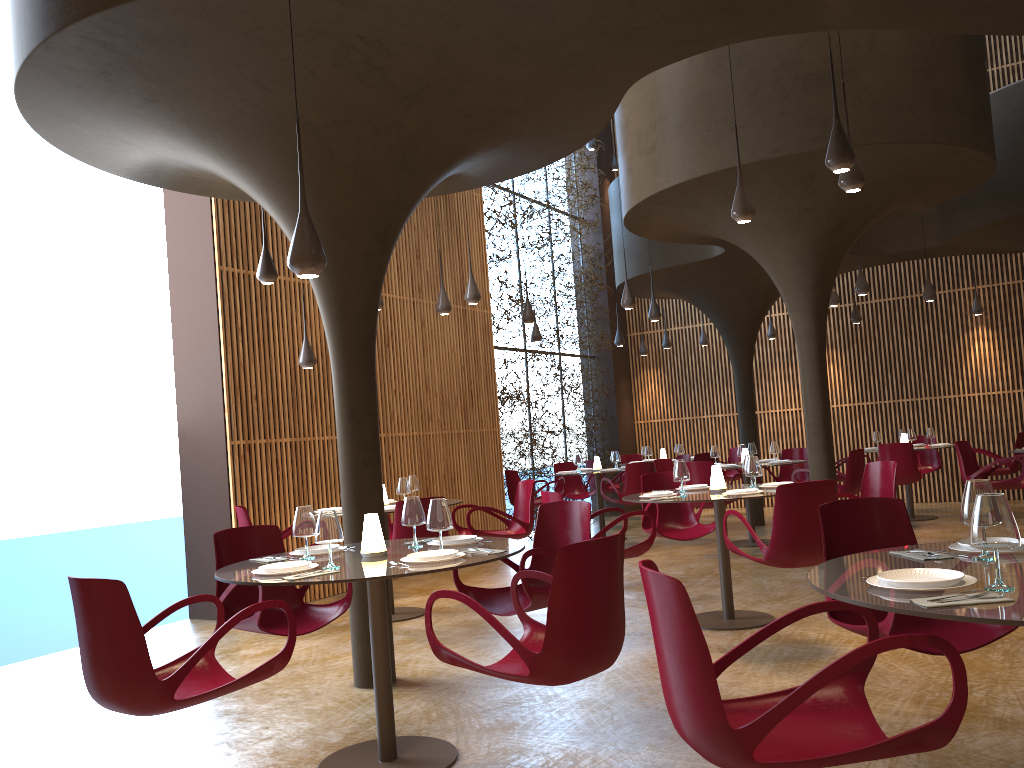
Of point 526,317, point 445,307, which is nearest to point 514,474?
point 526,317

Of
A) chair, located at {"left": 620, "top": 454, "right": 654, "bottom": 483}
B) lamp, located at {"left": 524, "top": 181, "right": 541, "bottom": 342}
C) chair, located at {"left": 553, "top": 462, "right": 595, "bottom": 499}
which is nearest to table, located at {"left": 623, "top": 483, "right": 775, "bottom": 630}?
chair, located at {"left": 553, "top": 462, "right": 595, "bottom": 499}

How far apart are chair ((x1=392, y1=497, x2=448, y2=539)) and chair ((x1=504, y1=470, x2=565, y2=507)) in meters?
5.9

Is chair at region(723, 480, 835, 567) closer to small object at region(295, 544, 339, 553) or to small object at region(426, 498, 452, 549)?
small object at region(426, 498, 452, 549)

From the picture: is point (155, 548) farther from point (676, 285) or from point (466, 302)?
point (676, 285)

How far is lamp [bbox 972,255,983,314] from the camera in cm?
1567

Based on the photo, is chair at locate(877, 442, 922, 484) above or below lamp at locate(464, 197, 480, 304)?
below

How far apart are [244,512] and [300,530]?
3.9 meters

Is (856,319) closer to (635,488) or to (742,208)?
(635,488)

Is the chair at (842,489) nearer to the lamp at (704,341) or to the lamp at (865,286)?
the lamp at (865,286)
